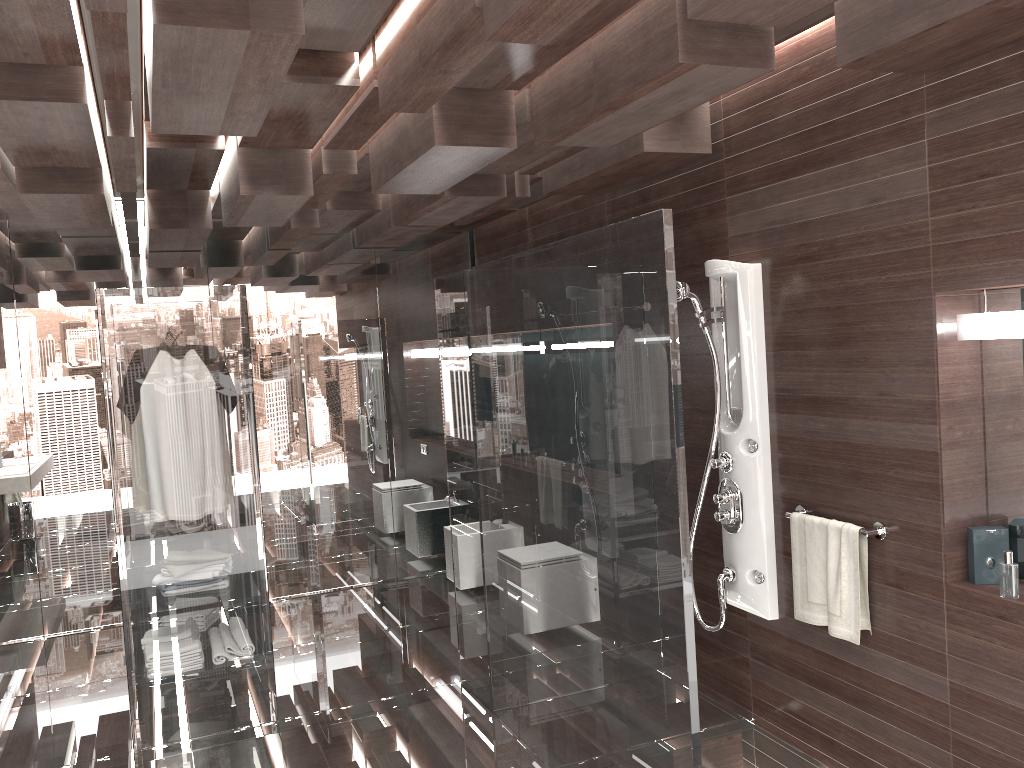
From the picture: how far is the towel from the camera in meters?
3.1 m

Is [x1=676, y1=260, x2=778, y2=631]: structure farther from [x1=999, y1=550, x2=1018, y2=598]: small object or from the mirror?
[x1=999, y1=550, x2=1018, y2=598]: small object

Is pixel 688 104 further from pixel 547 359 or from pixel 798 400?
pixel 798 400

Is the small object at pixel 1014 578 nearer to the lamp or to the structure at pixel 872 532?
the structure at pixel 872 532

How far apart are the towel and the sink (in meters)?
3.12

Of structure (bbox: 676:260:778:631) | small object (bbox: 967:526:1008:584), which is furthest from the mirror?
structure (bbox: 676:260:778:631)

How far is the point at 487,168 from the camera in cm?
421

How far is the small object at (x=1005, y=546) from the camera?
2.8m

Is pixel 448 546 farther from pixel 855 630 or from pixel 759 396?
pixel 855 630

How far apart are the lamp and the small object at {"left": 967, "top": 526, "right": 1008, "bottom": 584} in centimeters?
60cm
